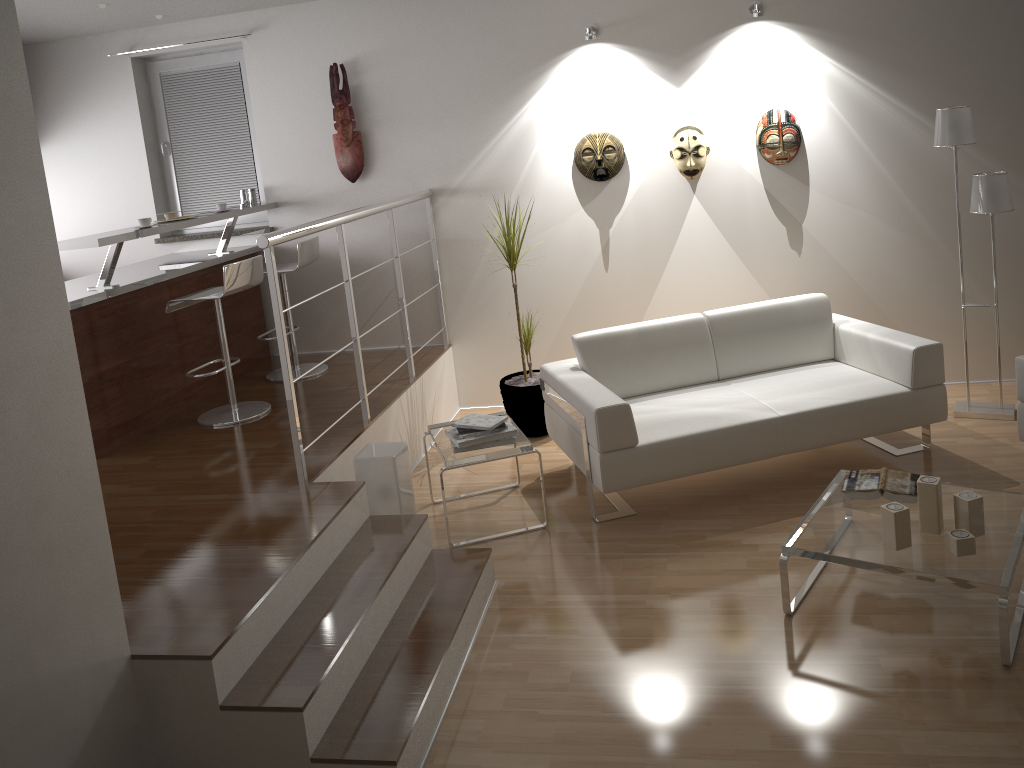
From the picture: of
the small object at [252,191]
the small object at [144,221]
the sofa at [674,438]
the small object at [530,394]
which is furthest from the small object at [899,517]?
the small object at [252,191]

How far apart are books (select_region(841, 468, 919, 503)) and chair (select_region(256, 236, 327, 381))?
3.30m

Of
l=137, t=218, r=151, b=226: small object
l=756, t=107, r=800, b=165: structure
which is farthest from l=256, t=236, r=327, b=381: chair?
l=756, t=107, r=800, b=165: structure

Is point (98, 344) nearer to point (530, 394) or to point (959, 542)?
point (530, 394)

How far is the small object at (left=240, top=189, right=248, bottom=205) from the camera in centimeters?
578cm

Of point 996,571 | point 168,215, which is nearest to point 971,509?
point 996,571

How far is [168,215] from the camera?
4.93m

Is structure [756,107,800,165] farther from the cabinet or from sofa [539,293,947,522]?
the cabinet

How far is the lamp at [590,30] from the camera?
5.0m

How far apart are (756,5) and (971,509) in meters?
3.1 m
